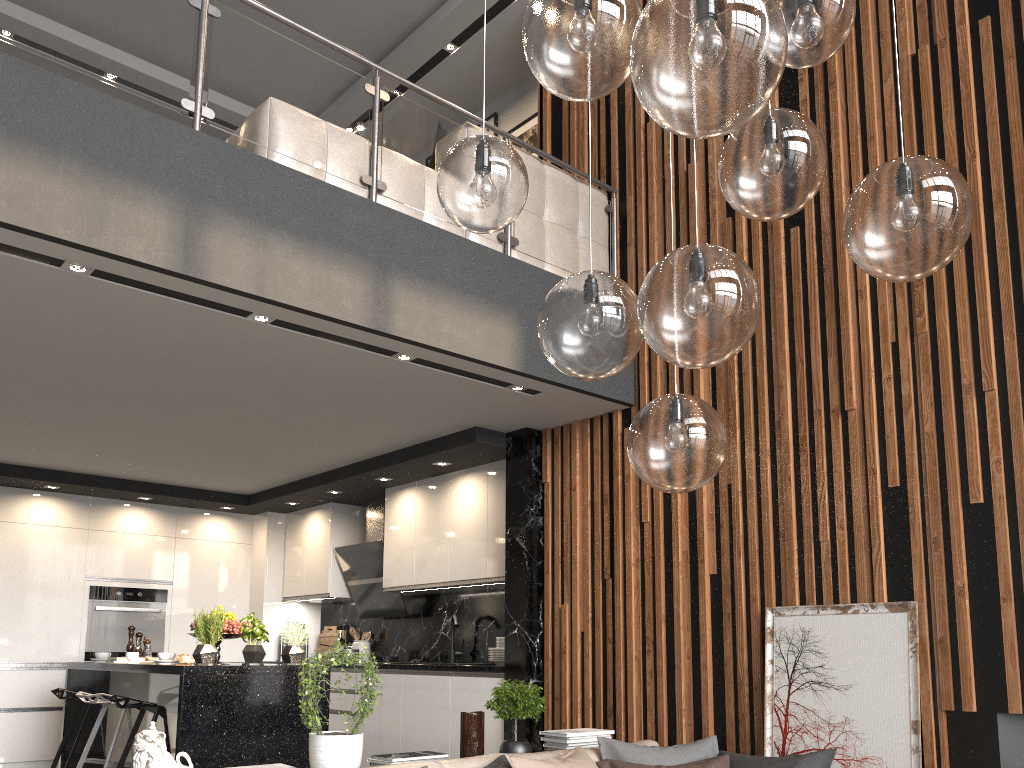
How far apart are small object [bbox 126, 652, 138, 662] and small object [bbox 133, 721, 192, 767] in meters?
2.9 m

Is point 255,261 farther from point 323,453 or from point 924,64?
point 924,64

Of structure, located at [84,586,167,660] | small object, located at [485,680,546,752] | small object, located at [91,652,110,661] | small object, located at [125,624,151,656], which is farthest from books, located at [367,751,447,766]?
structure, located at [84,586,167,660]

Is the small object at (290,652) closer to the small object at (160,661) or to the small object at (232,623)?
the small object at (232,623)

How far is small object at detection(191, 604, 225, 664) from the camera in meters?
4.8 m

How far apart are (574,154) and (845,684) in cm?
369

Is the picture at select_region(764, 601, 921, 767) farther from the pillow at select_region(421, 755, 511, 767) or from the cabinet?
the cabinet

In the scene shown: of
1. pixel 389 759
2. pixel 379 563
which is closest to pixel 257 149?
pixel 389 759

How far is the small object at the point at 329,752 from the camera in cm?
324

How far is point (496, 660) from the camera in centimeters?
574cm
